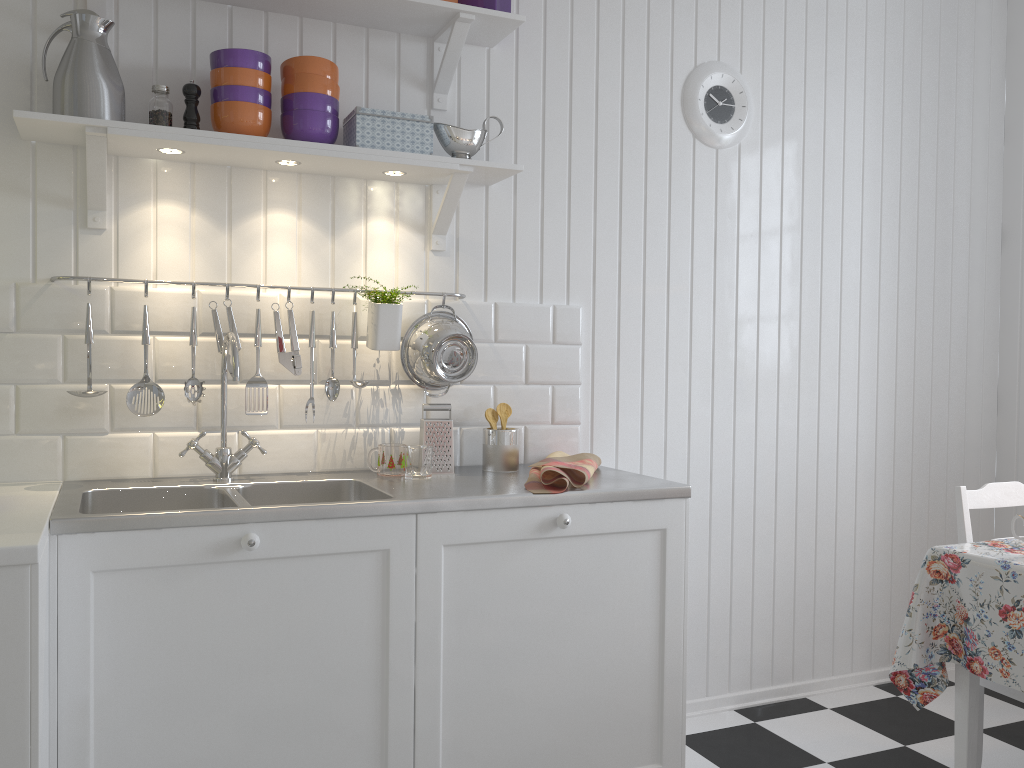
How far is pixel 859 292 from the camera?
3.1m

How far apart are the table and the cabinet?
0.5 meters

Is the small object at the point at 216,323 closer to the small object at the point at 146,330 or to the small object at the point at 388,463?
the small object at the point at 146,330

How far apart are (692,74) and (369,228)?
1.2 meters

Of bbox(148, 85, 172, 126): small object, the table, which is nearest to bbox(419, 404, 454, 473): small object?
bbox(148, 85, 172, 126): small object

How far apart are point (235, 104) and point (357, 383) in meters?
0.7

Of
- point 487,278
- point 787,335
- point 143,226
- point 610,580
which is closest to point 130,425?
point 143,226

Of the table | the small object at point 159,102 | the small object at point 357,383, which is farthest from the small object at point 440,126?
the table

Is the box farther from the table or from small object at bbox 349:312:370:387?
the table

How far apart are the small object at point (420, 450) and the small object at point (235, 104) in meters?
0.8
